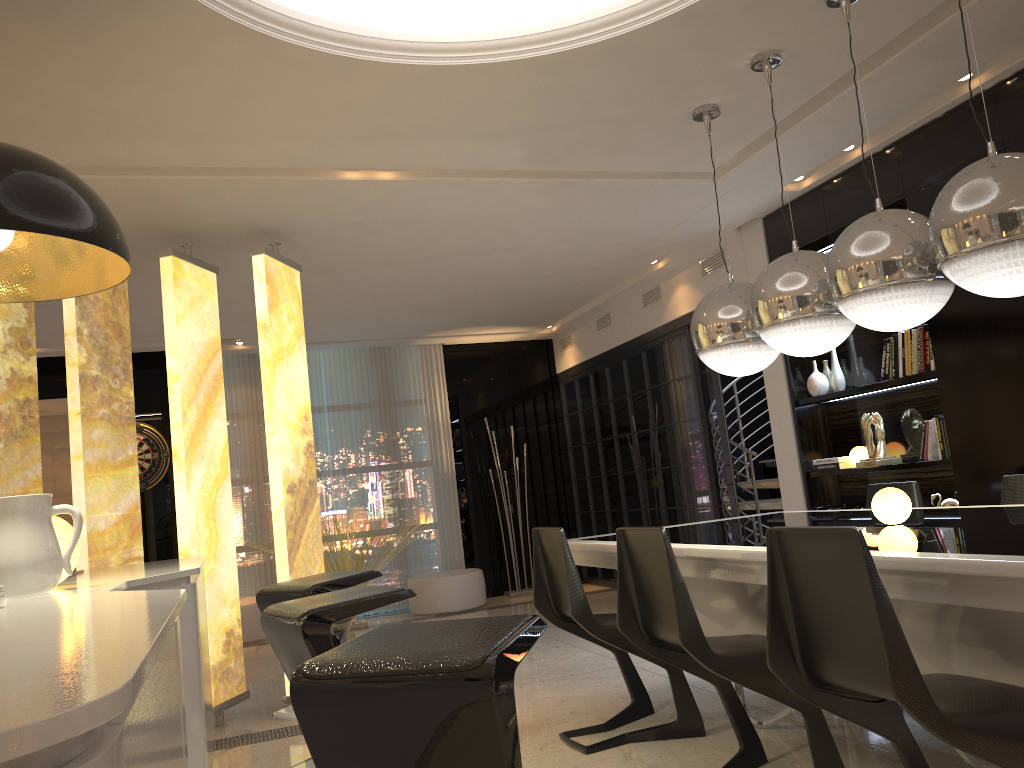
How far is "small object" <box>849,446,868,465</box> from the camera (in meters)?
5.22

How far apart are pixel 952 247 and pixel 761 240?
3.5m

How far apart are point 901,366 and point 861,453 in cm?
64

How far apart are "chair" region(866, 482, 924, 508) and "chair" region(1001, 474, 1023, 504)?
0.5m

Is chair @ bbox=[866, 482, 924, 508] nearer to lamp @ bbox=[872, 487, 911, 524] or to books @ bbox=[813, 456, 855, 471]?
books @ bbox=[813, 456, 855, 471]

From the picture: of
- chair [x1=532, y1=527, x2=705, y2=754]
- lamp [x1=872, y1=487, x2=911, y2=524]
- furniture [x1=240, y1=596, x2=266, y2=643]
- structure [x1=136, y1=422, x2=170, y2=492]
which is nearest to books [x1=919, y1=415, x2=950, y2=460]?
lamp [x1=872, y1=487, x2=911, y2=524]

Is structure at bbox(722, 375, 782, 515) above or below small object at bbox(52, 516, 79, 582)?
below

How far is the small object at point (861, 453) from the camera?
5.2 meters

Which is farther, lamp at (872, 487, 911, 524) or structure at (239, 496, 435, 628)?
structure at (239, 496, 435, 628)

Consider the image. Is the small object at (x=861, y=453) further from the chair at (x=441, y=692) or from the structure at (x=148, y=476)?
the structure at (x=148, y=476)
